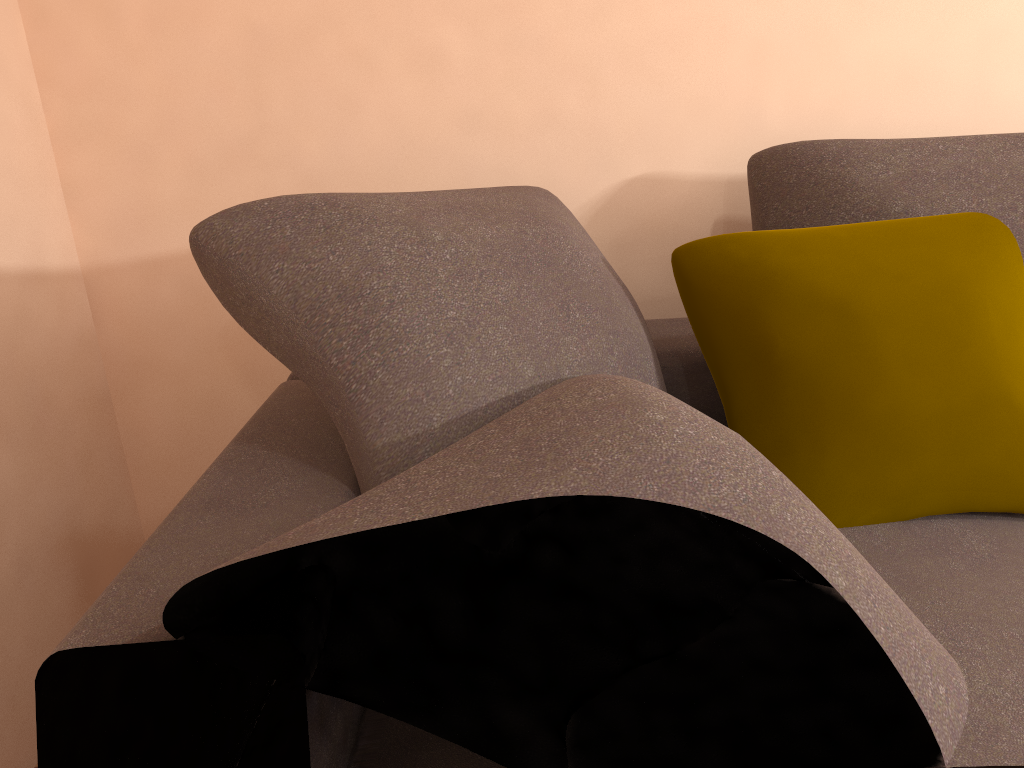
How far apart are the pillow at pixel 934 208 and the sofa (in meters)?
0.23

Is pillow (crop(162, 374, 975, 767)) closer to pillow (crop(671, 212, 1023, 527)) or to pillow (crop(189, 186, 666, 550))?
pillow (crop(189, 186, 666, 550))

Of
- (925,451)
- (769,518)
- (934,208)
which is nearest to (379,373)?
(769,518)

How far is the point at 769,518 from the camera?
0.9 meters

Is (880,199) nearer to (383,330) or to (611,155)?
(611,155)

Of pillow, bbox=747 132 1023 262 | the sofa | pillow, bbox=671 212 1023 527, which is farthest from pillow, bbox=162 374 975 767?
pillow, bbox=747 132 1023 262

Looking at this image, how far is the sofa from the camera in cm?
90

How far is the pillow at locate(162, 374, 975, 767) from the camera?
0.89m

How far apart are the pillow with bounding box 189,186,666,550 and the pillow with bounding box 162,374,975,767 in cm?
1

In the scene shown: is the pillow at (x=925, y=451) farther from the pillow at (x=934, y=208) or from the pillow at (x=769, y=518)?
the pillow at (x=769, y=518)
